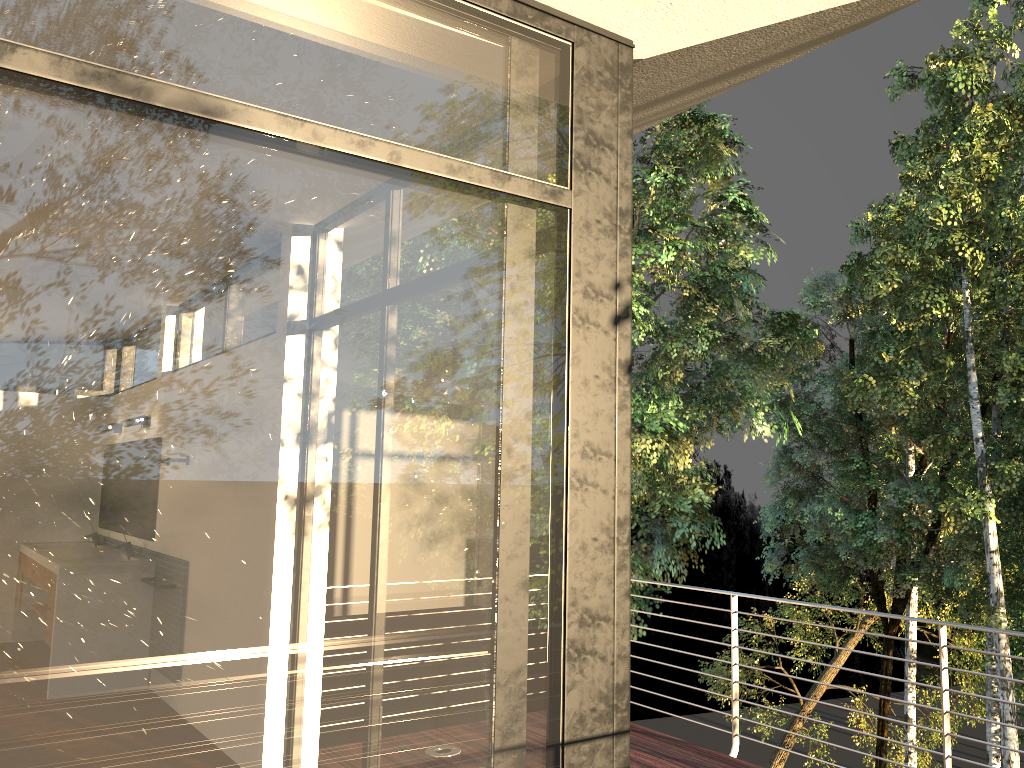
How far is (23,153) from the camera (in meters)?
1.57

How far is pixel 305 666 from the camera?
1.8 meters

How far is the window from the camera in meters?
1.6

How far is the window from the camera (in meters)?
1.57
